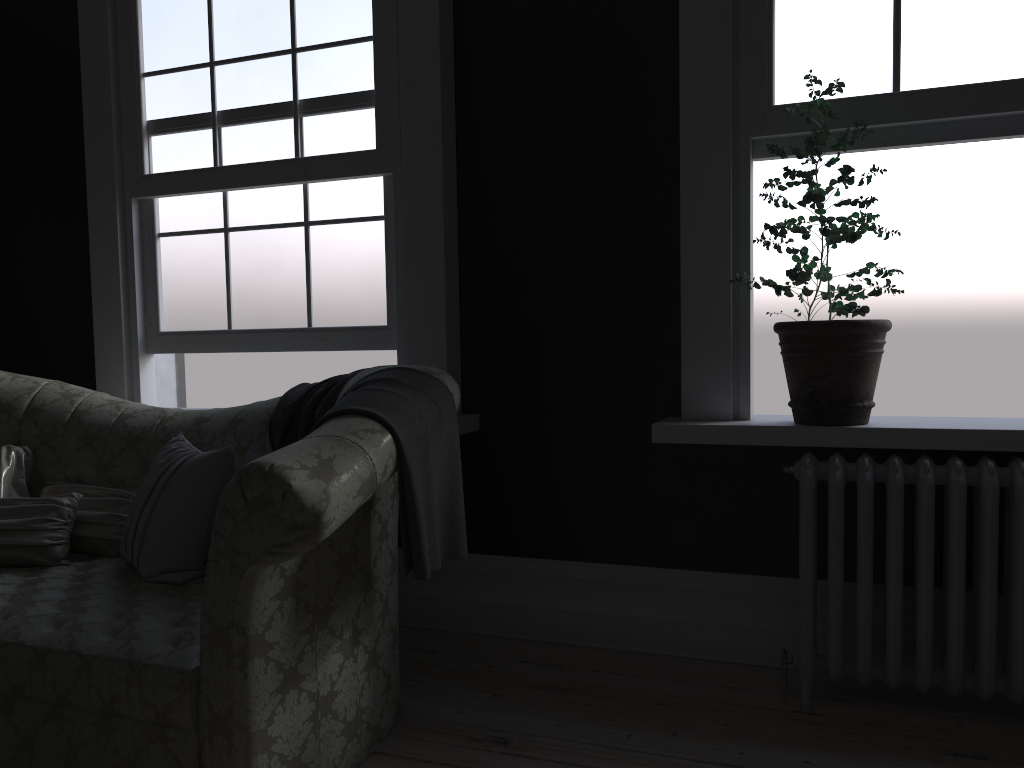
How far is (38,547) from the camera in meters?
3.1 m

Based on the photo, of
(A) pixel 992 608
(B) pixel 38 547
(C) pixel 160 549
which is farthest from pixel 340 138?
(A) pixel 992 608

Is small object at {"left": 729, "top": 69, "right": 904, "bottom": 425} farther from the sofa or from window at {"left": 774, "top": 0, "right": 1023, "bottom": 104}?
the sofa

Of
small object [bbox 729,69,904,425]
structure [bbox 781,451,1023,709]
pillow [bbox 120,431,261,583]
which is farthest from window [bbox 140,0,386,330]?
structure [bbox 781,451,1023,709]

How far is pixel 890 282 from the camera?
2.8 meters

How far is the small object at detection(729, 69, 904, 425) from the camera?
2.82m

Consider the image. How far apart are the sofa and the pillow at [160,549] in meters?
0.0 m

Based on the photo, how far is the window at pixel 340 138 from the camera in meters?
3.7

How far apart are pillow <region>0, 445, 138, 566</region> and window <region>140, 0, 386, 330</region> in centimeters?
89cm

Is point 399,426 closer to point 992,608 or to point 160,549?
point 160,549
